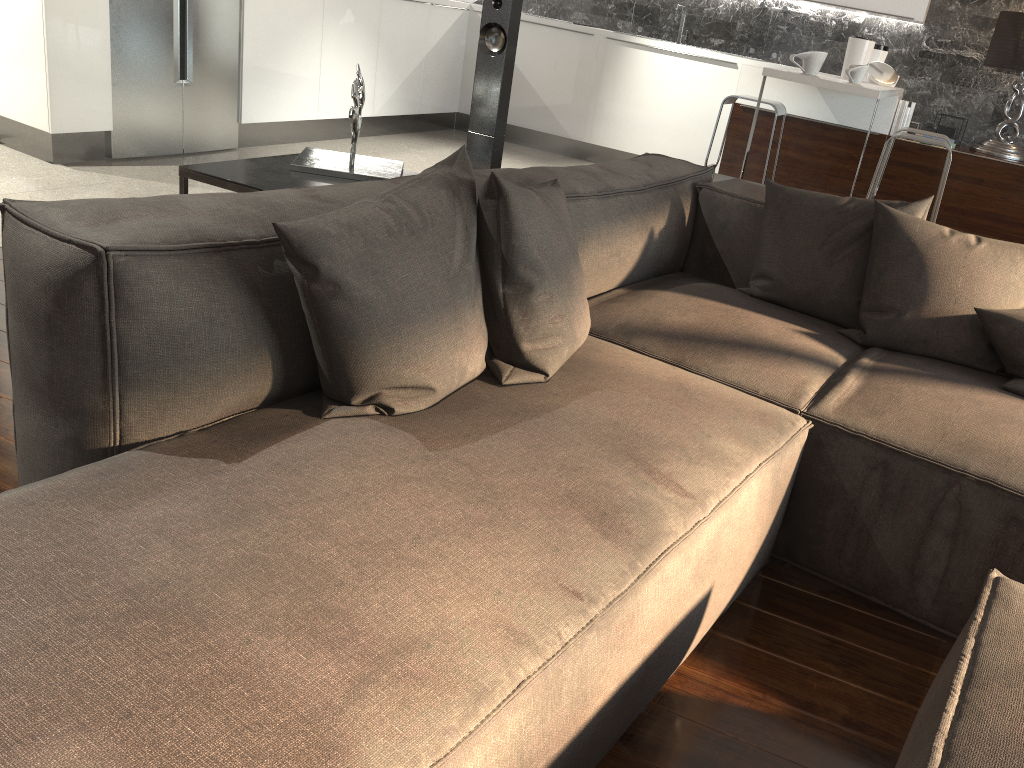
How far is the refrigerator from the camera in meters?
4.5 m

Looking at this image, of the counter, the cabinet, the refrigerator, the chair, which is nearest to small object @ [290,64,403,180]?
the cabinet

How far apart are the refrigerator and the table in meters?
2.4 m

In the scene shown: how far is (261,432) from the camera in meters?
1.4 m

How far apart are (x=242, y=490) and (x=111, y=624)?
0.3m

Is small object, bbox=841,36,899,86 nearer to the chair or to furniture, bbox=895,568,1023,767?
the chair

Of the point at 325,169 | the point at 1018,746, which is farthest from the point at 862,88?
the point at 1018,746

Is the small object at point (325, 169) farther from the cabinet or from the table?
the cabinet

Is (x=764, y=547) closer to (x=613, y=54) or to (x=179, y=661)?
(x=179, y=661)

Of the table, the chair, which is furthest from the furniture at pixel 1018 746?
the chair
